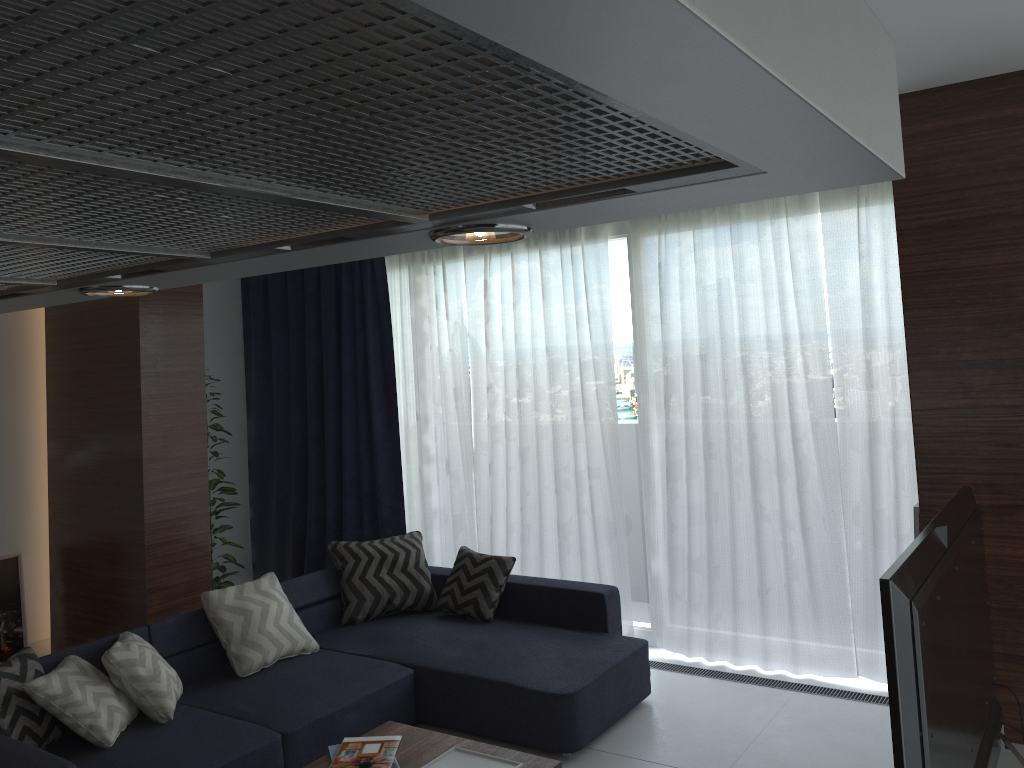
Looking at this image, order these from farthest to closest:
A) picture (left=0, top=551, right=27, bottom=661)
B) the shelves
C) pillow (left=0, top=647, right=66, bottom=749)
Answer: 1. picture (left=0, top=551, right=27, bottom=661)
2. pillow (left=0, top=647, right=66, bottom=749)
3. the shelves

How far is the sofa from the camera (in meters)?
3.64

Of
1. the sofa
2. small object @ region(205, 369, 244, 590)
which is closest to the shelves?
the sofa

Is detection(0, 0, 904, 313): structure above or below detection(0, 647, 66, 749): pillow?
above

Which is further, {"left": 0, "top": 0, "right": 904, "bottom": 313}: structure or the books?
the books

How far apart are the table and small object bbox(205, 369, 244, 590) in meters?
2.9 m

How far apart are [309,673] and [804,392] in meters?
2.9

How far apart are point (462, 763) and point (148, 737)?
1.4m

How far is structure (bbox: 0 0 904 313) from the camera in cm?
18

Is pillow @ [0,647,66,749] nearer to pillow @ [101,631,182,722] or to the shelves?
pillow @ [101,631,182,722]
